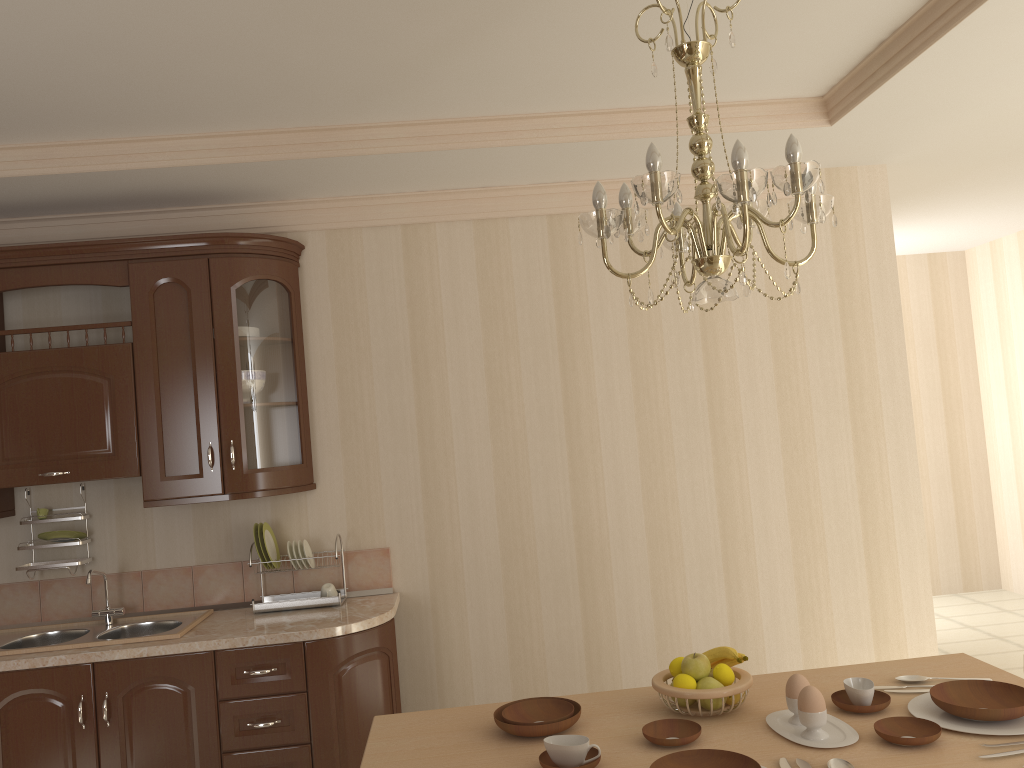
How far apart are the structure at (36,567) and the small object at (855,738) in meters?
2.7

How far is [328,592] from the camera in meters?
3.6

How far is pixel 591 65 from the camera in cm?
282

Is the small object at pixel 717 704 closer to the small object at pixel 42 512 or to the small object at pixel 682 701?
the small object at pixel 682 701

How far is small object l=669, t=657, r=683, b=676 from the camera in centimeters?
211cm

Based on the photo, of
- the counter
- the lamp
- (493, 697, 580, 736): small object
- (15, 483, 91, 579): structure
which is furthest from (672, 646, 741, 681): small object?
(15, 483, 91, 579): structure

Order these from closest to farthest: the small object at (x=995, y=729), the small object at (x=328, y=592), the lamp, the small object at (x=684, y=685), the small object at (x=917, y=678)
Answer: the lamp < the small object at (x=995, y=729) < the small object at (x=684, y=685) < the small object at (x=917, y=678) < the small object at (x=328, y=592)

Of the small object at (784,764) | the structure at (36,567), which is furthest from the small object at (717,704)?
the structure at (36,567)

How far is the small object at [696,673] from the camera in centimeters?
206cm

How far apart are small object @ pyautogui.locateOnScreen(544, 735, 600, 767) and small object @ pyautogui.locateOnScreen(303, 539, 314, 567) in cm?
193
